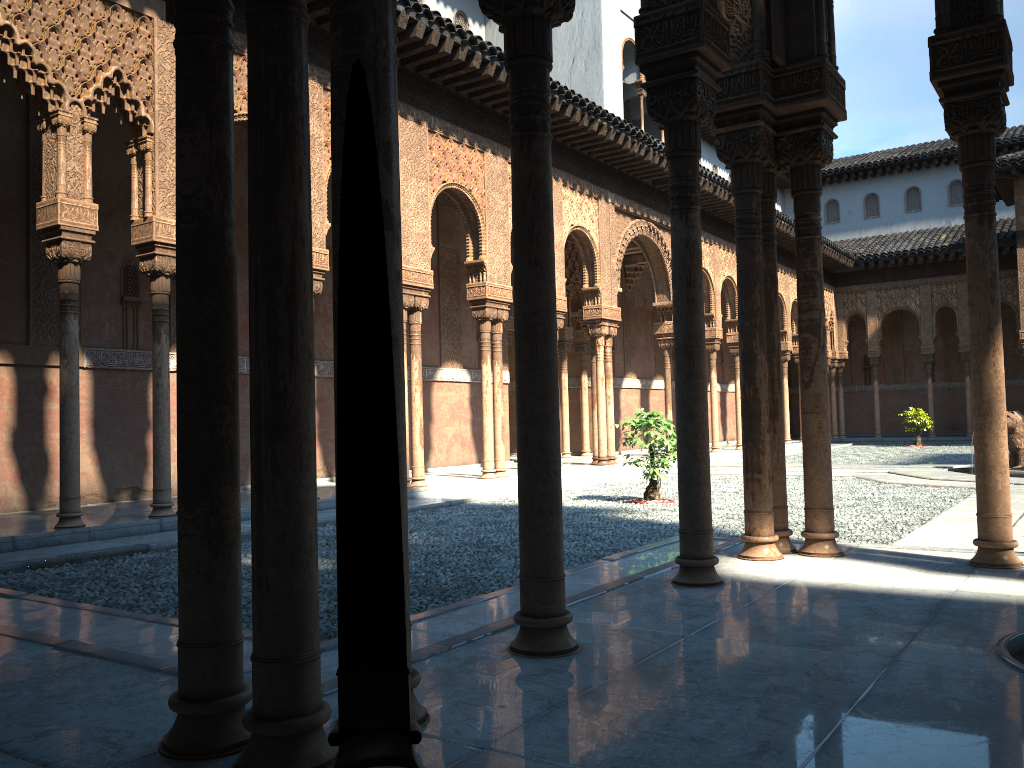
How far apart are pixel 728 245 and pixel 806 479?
19.0m

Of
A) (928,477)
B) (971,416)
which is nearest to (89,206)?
(928,477)

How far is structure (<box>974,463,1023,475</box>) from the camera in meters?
14.2

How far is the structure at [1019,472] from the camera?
14.2m
